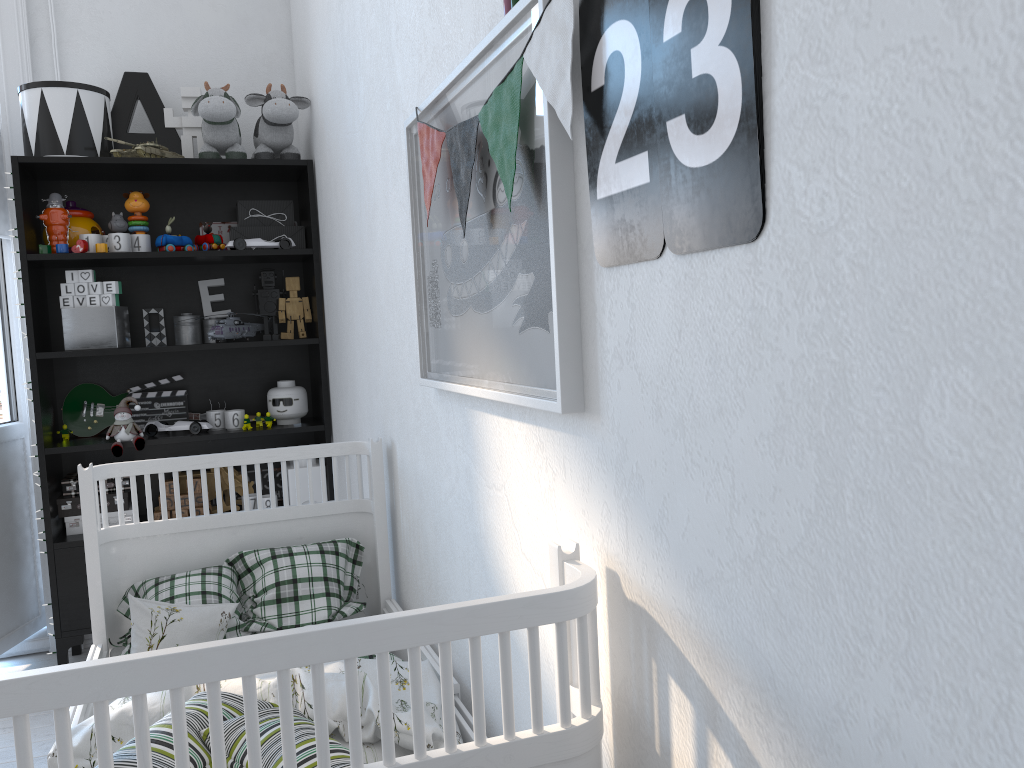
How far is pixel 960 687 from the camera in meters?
0.5 m

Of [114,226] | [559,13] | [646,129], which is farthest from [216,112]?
[646,129]

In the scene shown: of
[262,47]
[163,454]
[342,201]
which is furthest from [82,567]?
[262,47]

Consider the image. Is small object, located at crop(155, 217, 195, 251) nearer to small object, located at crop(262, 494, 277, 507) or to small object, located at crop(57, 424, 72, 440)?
small object, located at crop(57, 424, 72, 440)

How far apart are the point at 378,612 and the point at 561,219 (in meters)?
1.47

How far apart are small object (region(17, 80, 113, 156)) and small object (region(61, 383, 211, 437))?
0.8 meters

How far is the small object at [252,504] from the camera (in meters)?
3.08

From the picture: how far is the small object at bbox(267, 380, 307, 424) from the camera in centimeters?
311cm

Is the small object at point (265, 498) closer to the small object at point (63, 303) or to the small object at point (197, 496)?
the small object at point (197, 496)

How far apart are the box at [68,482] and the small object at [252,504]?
0.4 meters
